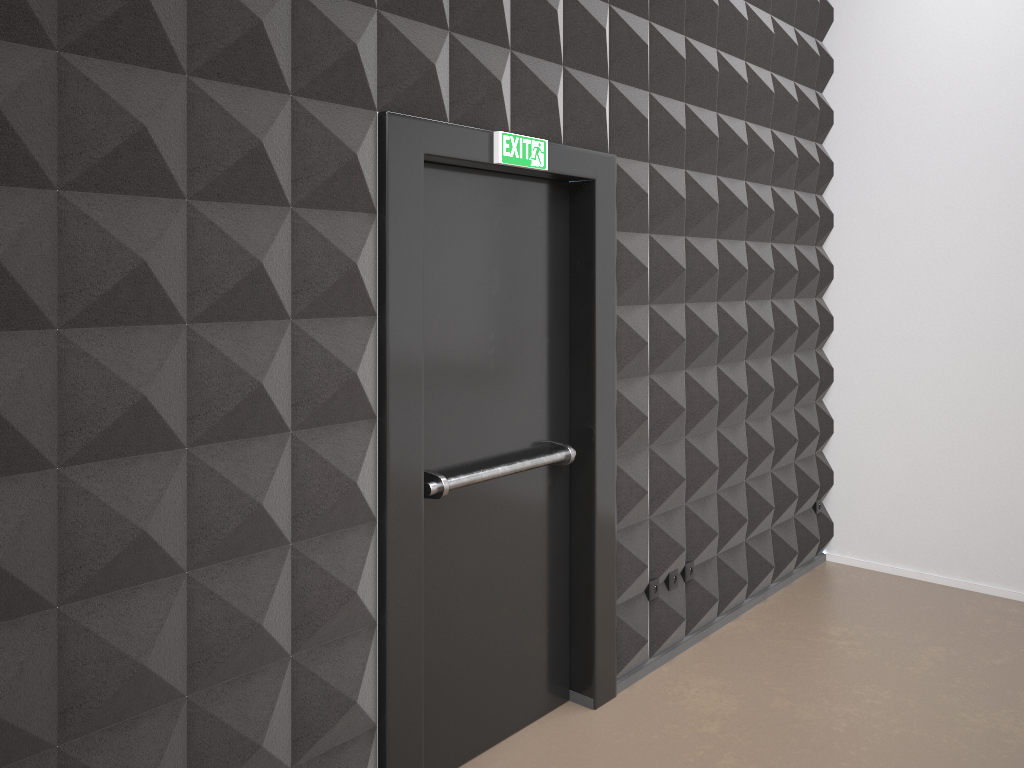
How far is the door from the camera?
3.0 meters

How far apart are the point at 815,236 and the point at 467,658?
3.6 meters

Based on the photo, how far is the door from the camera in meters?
3.0
